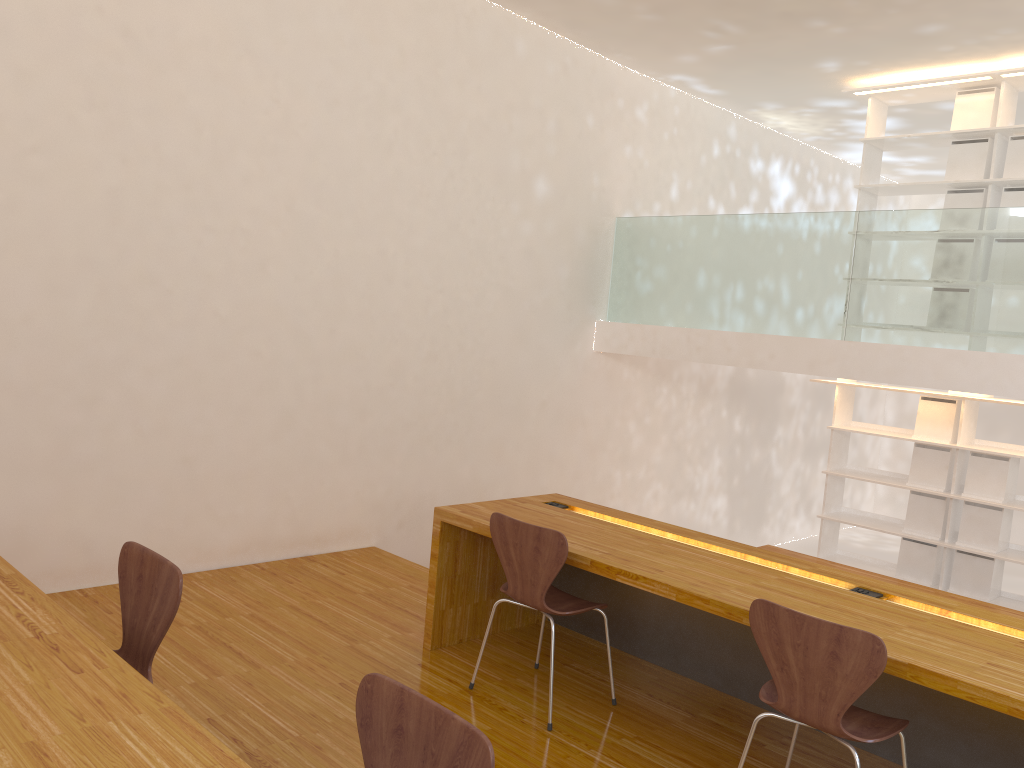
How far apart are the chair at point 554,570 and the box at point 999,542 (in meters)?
3.65

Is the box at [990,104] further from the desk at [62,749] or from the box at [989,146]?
the desk at [62,749]

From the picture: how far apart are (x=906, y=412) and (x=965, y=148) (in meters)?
4.88

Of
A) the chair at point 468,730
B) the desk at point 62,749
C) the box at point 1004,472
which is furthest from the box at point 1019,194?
the desk at point 62,749

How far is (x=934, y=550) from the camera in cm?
603

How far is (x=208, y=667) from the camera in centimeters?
337cm

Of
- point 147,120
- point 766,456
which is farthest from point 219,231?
point 766,456

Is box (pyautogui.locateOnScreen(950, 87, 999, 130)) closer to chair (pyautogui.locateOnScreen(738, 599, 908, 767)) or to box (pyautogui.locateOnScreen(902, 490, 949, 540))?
box (pyautogui.locateOnScreen(902, 490, 949, 540))

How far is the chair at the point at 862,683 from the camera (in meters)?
2.29

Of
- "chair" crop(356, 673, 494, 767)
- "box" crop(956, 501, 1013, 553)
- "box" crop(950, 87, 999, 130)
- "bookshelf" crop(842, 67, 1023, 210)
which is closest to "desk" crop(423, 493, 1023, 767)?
"chair" crop(356, 673, 494, 767)
